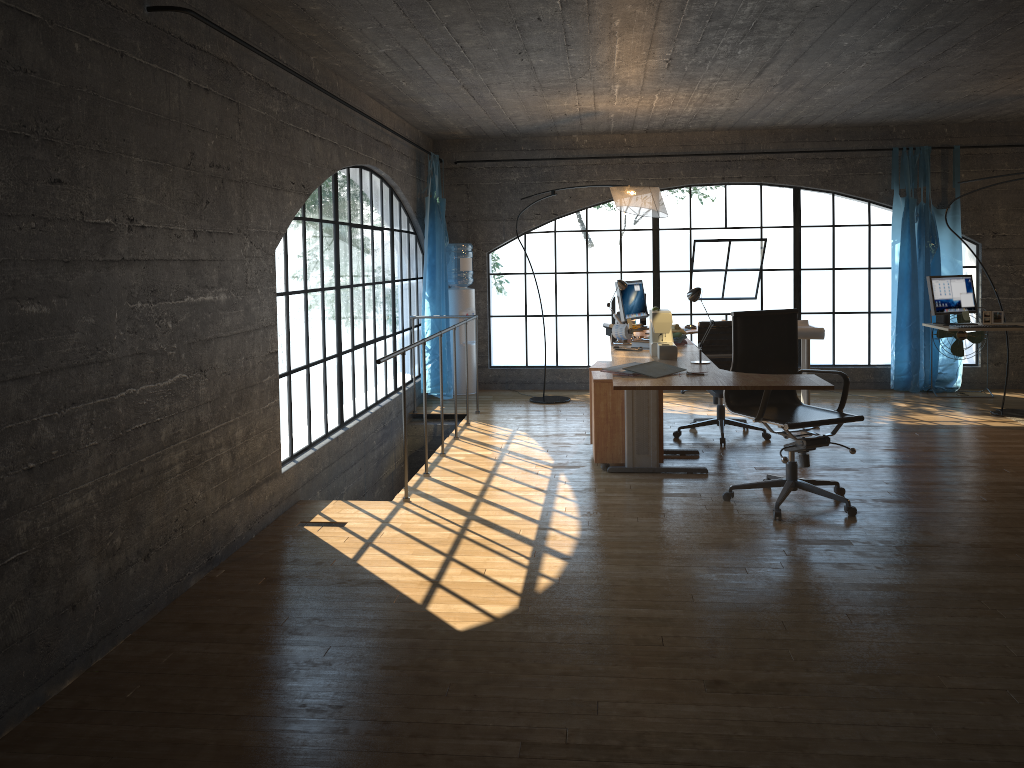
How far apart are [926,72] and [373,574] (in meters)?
4.81

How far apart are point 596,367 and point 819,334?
1.9 meters

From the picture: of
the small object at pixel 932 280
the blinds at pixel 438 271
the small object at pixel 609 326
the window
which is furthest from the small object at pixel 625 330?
the small object at pixel 932 280

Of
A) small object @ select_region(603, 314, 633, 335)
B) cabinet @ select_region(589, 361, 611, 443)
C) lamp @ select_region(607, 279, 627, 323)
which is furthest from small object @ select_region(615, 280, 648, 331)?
cabinet @ select_region(589, 361, 611, 443)

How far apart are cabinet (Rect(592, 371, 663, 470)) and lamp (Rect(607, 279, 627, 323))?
1.22m

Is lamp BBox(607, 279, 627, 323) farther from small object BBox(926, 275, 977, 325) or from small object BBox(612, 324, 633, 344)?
small object BBox(926, 275, 977, 325)

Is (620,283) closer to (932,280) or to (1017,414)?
(932,280)

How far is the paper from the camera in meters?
6.6 m

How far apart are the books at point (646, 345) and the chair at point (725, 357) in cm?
73

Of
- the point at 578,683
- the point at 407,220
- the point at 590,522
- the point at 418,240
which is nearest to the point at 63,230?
the point at 578,683
